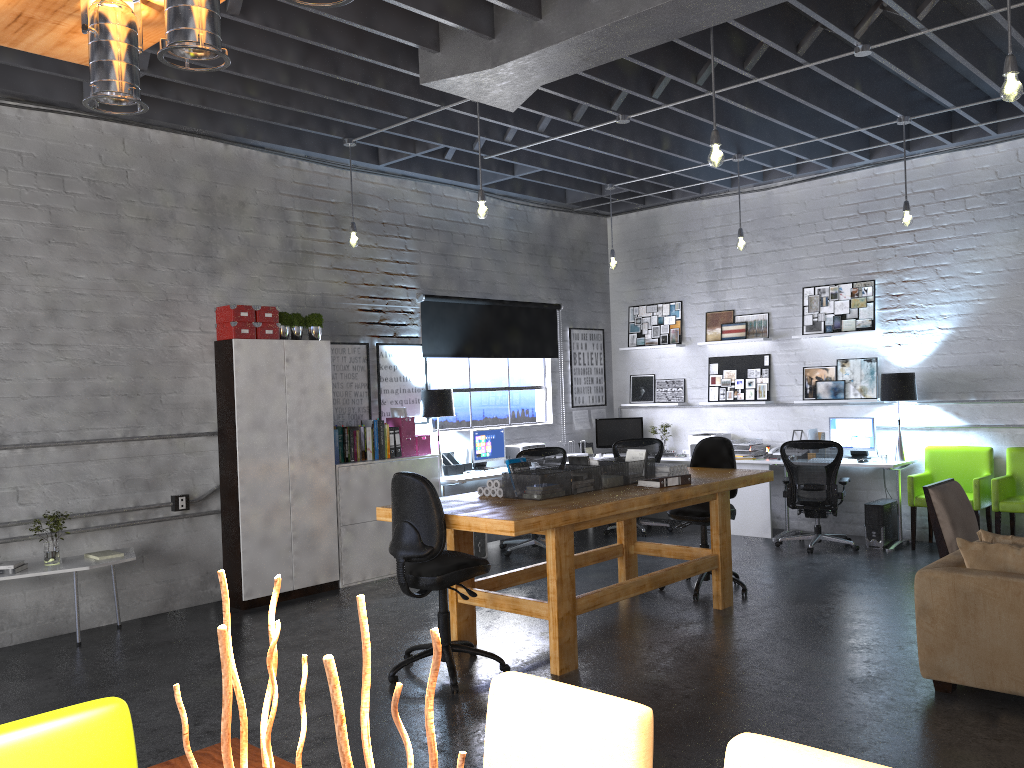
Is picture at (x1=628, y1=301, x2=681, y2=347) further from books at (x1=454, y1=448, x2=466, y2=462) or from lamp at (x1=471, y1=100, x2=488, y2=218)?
lamp at (x1=471, y1=100, x2=488, y2=218)

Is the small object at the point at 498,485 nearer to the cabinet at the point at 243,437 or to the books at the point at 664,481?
the books at the point at 664,481

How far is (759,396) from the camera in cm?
953

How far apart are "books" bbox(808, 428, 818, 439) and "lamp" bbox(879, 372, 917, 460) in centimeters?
85cm

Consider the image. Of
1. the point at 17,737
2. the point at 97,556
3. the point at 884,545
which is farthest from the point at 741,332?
the point at 17,737

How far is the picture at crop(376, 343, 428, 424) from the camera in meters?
8.3 m

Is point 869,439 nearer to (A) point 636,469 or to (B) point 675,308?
(B) point 675,308

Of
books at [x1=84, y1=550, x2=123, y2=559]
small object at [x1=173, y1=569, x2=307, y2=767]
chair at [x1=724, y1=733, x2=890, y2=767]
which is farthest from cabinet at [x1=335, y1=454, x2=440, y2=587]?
small object at [x1=173, y1=569, x2=307, y2=767]

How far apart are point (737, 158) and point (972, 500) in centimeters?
367cm

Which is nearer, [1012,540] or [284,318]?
[1012,540]
